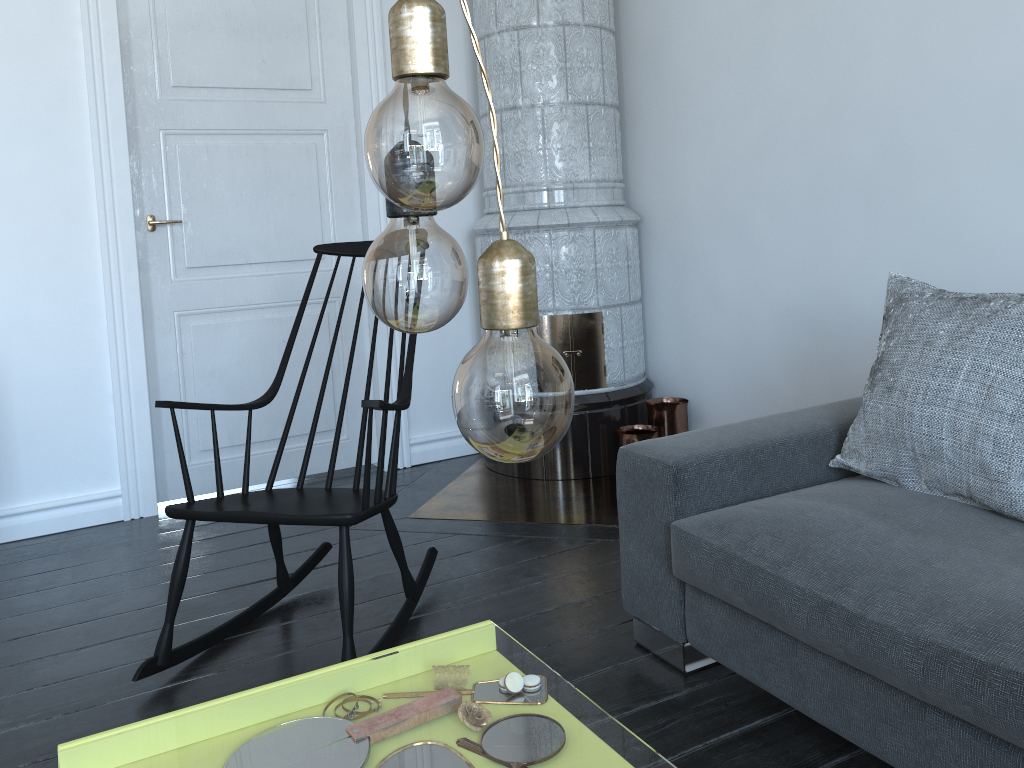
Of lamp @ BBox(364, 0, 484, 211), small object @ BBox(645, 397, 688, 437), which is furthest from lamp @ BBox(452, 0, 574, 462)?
small object @ BBox(645, 397, 688, 437)

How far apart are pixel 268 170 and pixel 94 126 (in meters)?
0.66

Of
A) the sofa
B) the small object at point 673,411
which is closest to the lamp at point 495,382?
the sofa

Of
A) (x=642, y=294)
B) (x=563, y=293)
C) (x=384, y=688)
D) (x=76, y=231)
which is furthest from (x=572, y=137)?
(x=384, y=688)

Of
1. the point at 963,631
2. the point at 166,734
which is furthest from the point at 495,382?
the point at 166,734

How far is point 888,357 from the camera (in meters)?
2.01

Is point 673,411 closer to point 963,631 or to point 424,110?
point 963,631

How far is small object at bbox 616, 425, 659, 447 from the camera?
3.4 meters

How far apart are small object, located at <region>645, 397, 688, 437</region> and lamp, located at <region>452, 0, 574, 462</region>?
3.1 meters

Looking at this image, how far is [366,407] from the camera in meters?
2.0 m
